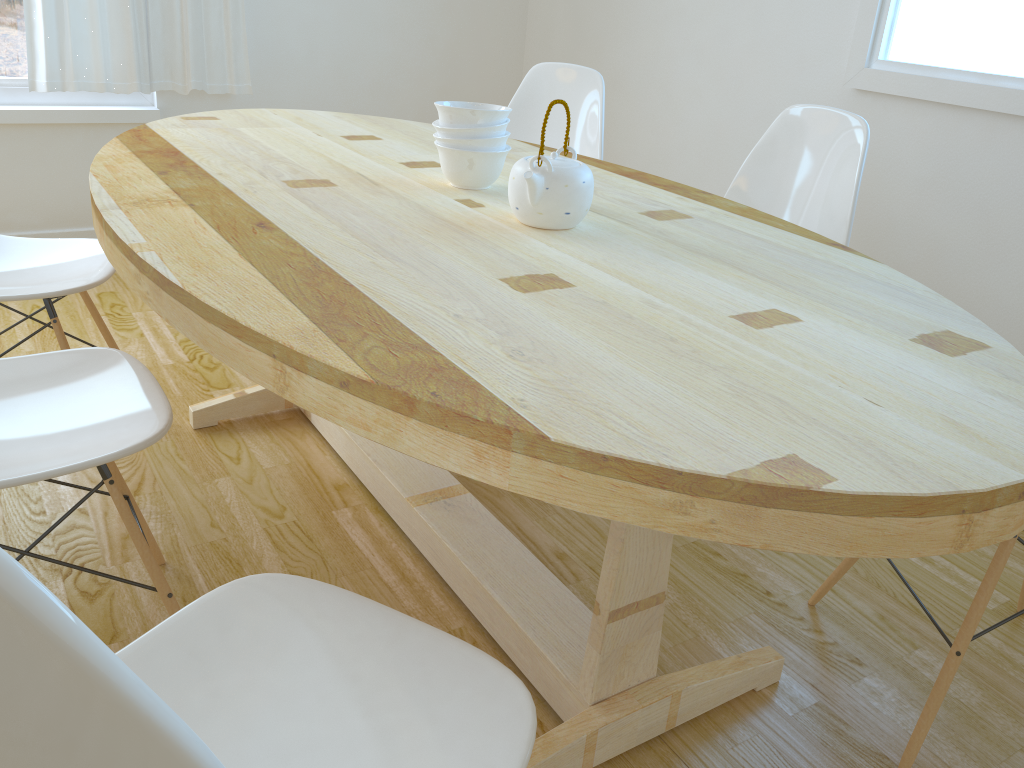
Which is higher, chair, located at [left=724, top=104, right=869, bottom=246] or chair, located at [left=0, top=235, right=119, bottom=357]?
chair, located at [left=724, top=104, right=869, bottom=246]

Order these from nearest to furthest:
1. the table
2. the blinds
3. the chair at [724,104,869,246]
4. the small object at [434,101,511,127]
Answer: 1. the table
2. the small object at [434,101,511,127]
3. the chair at [724,104,869,246]
4. the blinds

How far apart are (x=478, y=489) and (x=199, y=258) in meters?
1.1

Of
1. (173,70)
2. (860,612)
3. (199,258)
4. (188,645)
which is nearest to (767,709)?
(860,612)

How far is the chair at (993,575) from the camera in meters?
1.4

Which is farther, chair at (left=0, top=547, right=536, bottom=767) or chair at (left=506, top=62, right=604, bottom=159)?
chair at (left=506, top=62, right=604, bottom=159)

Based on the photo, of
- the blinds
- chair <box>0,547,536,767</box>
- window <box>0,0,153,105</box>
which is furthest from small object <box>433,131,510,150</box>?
window <box>0,0,153,105</box>

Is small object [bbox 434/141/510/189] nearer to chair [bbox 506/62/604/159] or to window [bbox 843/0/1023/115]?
chair [bbox 506/62/604/159]

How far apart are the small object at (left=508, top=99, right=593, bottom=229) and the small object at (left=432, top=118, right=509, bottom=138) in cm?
19

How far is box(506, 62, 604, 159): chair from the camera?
2.6m
